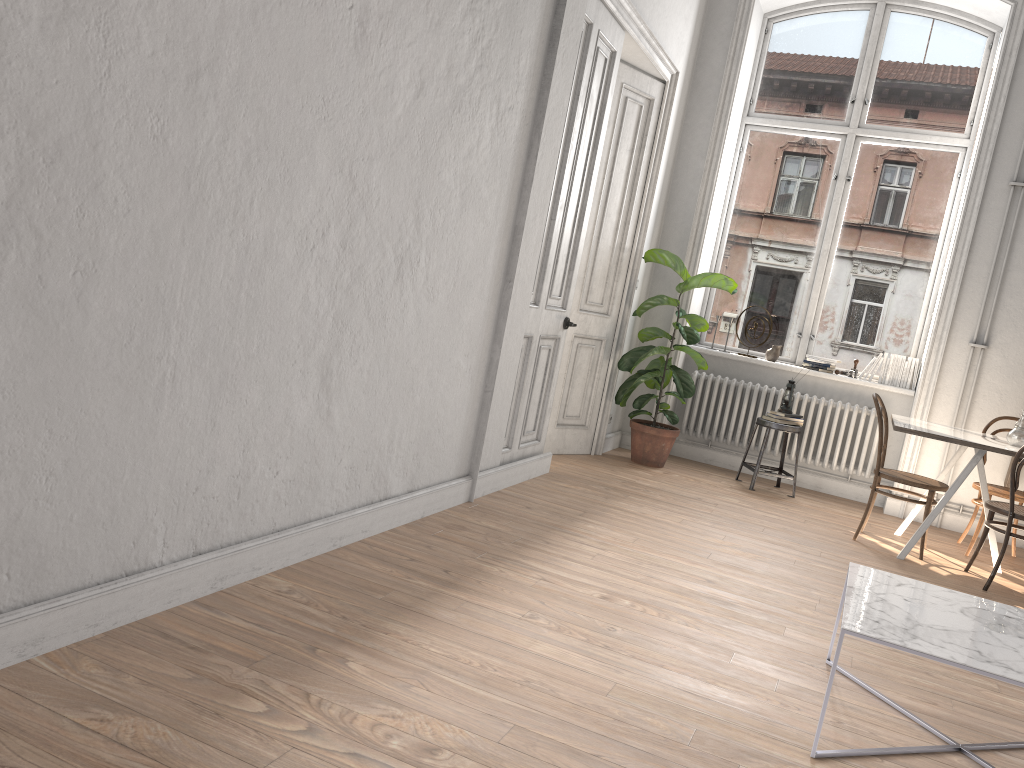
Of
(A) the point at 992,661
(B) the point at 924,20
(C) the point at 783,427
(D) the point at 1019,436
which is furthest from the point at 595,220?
(A) the point at 992,661

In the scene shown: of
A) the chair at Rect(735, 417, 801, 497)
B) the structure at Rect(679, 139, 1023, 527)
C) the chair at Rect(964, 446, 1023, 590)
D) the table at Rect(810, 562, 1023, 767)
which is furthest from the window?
the table at Rect(810, 562, 1023, 767)

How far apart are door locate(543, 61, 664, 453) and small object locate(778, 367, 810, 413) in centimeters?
138cm

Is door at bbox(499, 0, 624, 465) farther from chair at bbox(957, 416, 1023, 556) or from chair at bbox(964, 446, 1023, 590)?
chair at bbox(957, 416, 1023, 556)

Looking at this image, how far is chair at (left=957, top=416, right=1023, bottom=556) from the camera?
5.59m

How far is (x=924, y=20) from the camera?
6.9m

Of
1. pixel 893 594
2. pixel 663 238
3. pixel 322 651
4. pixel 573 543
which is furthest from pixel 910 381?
pixel 322 651

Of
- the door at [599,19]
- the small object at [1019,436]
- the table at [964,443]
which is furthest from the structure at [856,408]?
the door at [599,19]

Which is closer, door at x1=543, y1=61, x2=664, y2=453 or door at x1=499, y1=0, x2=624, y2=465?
door at x1=499, y1=0, x2=624, y2=465

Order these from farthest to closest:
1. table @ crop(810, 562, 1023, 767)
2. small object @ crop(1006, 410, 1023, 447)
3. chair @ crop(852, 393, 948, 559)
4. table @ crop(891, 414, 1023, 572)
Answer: chair @ crop(852, 393, 948, 559)
small object @ crop(1006, 410, 1023, 447)
table @ crop(891, 414, 1023, 572)
table @ crop(810, 562, 1023, 767)
